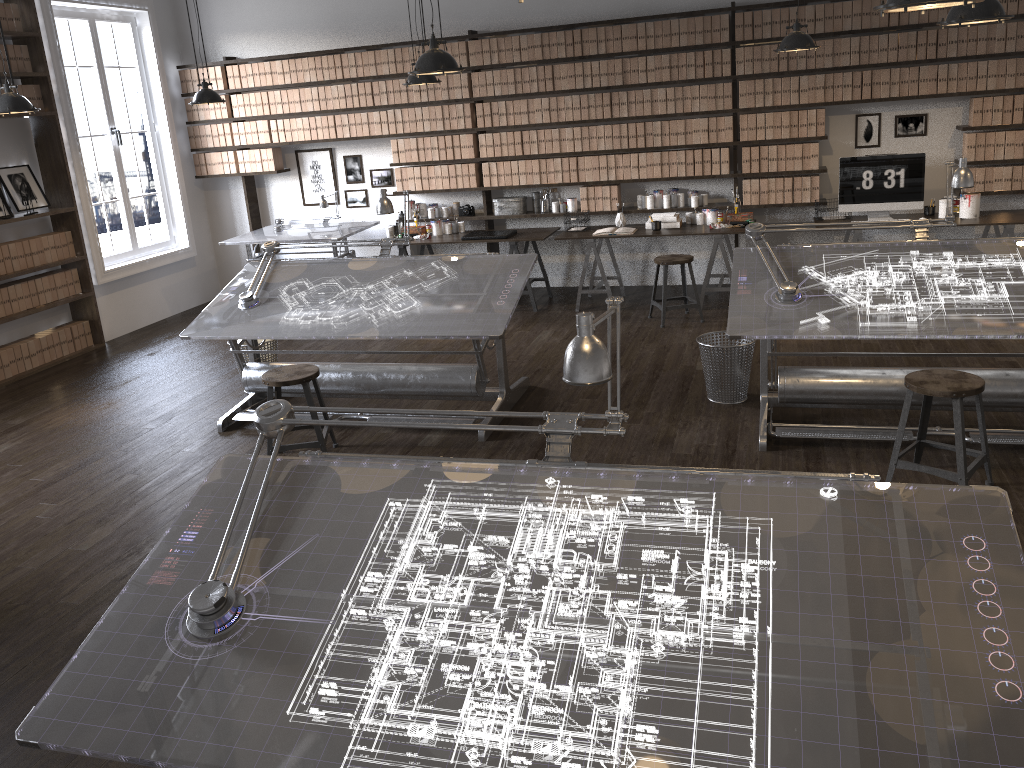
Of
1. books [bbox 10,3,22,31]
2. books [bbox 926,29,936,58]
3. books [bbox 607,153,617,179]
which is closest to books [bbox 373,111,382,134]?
books [bbox 607,153,617,179]

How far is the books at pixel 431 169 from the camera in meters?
8.4 m

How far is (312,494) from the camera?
2.4 meters

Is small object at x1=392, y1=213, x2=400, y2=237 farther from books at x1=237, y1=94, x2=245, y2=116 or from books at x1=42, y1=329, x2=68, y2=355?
books at x1=42, y1=329, x2=68, y2=355

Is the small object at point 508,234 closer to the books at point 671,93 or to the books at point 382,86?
the books at point 382,86

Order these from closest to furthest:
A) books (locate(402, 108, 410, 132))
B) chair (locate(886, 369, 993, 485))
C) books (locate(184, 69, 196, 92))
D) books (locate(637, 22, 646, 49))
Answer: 1. chair (locate(886, 369, 993, 485))
2. books (locate(637, 22, 646, 49))
3. books (locate(402, 108, 410, 132))
4. books (locate(184, 69, 196, 92))

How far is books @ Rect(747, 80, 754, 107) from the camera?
7.3m

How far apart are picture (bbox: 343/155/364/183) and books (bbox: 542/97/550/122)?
2.0 meters

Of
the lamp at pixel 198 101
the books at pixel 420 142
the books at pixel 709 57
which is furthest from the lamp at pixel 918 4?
the books at pixel 420 142

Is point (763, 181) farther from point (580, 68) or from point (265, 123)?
point (265, 123)
